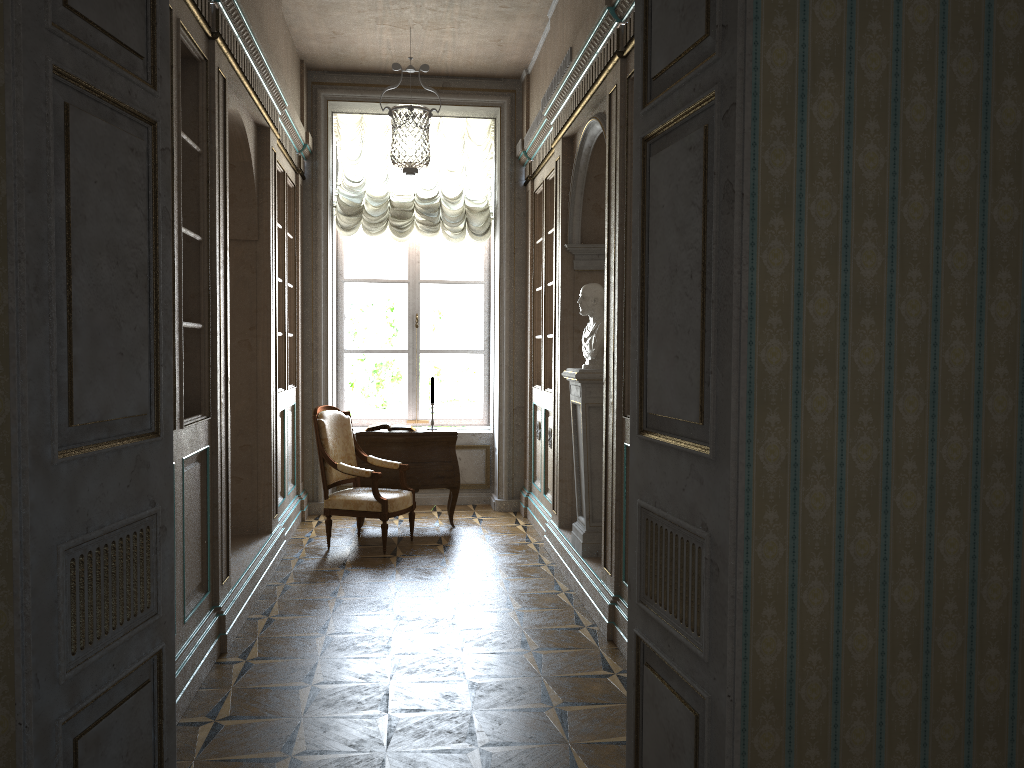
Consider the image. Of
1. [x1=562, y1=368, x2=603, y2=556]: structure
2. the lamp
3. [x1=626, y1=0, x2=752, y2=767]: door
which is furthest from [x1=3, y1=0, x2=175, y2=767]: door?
[x1=562, y1=368, x2=603, y2=556]: structure

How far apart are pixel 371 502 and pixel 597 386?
2.0m

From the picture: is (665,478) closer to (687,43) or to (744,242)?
(744,242)

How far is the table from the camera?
7.0 meters

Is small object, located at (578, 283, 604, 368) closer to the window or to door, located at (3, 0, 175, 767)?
door, located at (3, 0, 175, 767)

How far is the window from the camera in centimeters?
834cm

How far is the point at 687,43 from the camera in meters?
2.3 m

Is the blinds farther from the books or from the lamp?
the books

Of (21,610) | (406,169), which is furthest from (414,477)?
(21,610)

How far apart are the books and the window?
1.33m
